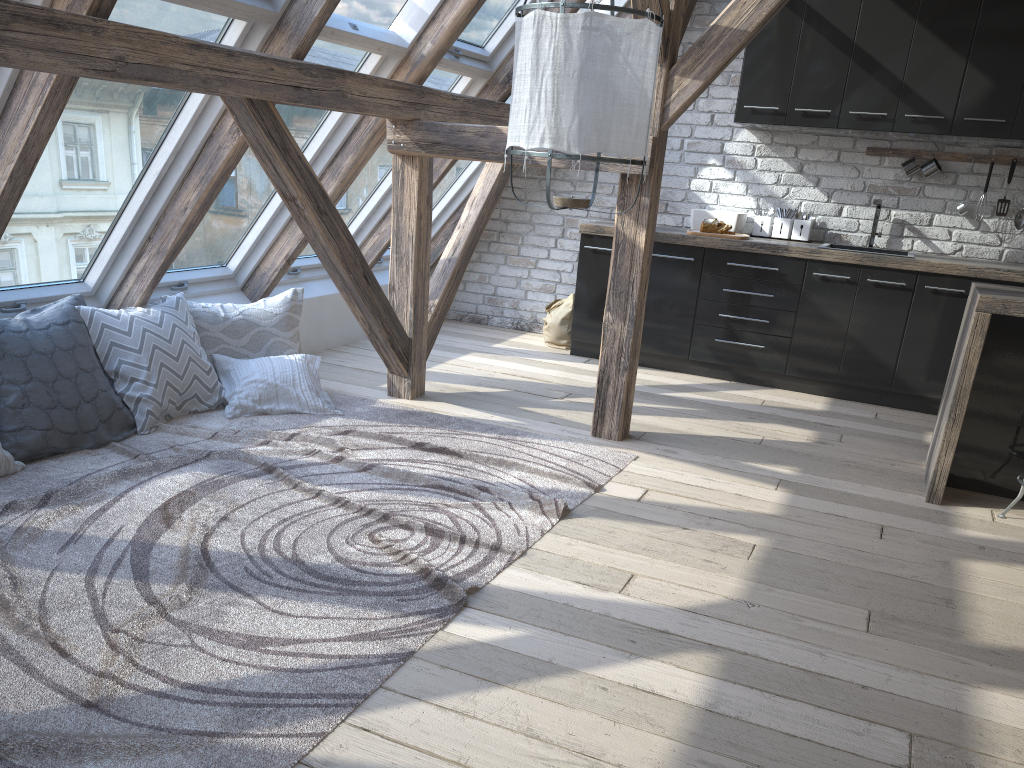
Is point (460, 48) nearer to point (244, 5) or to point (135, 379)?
point (244, 5)

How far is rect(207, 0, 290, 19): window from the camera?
A: 3.18m

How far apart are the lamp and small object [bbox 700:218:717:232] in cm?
287

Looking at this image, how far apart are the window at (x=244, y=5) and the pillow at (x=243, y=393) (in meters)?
1.59

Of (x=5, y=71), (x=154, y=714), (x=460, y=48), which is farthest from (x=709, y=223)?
(x=154, y=714)

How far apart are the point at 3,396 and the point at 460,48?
2.8m

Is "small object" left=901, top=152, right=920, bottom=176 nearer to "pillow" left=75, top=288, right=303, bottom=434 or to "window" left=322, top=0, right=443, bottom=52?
"window" left=322, top=0, right=443, bottom=52

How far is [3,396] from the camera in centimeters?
325cm

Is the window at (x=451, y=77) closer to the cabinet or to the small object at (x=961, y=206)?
the cabinet

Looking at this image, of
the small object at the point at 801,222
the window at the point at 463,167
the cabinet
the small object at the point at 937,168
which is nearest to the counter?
the cabinet
